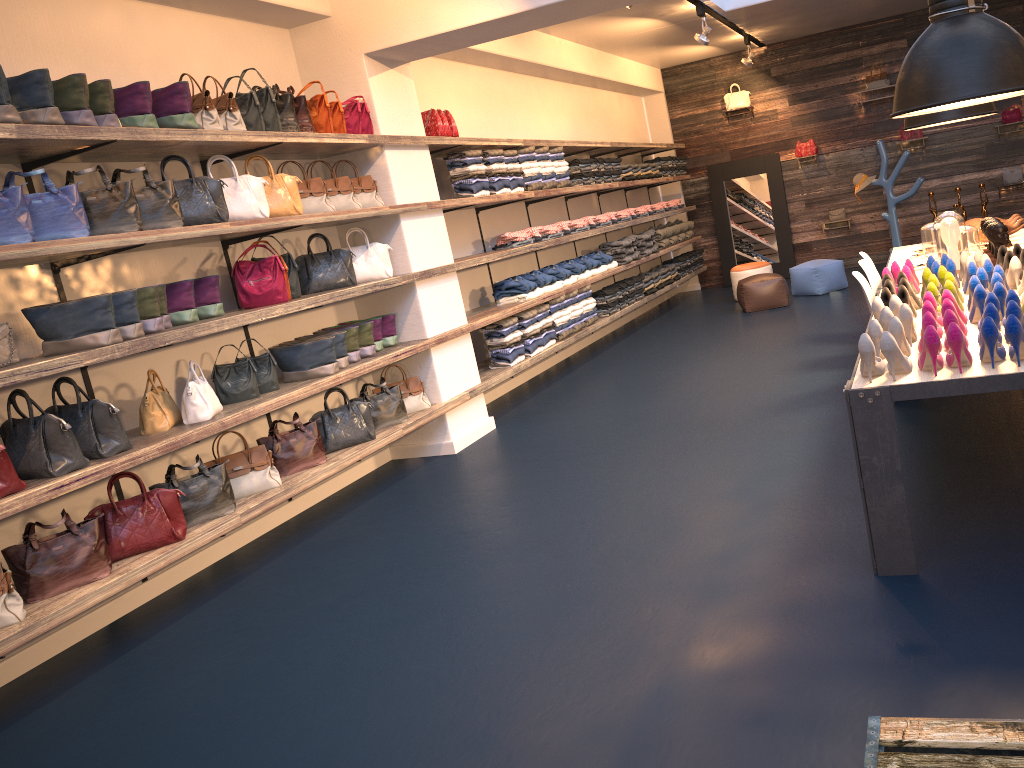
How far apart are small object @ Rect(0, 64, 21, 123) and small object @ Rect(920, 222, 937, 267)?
5.0 meters

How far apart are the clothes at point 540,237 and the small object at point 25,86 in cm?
485

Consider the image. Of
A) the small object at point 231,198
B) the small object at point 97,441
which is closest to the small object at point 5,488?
the small object at point 97,441

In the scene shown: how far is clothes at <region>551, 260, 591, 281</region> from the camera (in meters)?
8.95

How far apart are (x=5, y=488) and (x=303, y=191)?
2.68m

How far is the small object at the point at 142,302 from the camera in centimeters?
447cm

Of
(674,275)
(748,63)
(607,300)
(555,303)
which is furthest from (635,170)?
(555,303)

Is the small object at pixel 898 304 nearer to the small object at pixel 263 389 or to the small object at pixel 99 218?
the small object at pixel 263 389

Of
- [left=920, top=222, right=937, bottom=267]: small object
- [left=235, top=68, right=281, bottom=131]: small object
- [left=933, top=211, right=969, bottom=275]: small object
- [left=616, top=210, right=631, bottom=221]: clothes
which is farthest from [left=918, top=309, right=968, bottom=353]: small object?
[left=616, top=210, right=631, bottom=221]: clothes

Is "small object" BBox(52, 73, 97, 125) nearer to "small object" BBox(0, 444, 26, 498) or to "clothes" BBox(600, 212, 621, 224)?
"small object" BBox(0, 444, 26, 498)
